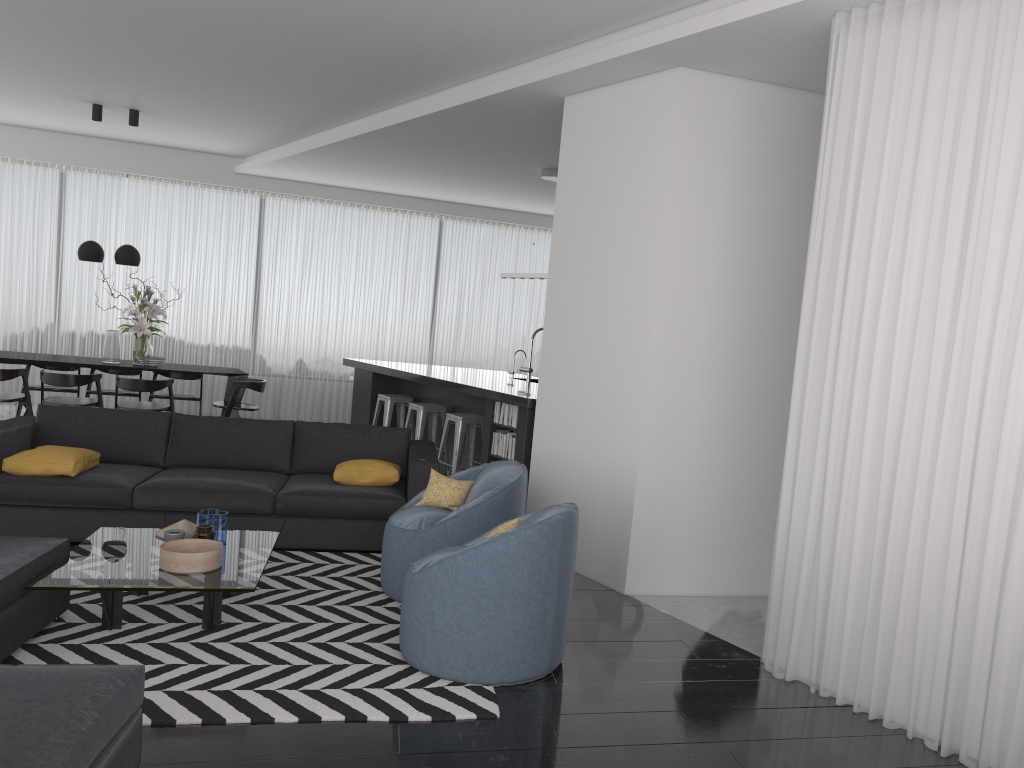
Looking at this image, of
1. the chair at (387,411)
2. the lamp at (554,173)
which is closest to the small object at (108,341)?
the chair at (387,411)

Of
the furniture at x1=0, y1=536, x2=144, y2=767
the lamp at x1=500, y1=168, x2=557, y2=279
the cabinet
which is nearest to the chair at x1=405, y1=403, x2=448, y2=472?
the cabinet

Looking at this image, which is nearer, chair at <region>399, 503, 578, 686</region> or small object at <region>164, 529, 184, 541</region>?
chair at <region>399, 503, 578, 686</region>

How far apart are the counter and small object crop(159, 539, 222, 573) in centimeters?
319cm

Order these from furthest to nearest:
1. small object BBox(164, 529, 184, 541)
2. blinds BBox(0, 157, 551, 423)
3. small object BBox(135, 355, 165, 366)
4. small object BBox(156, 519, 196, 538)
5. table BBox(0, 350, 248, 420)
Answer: blinds BBox(0, 157, 551, 423) → small object BBox(135, 355, 165, 366) → table BBox(0, 350, 248, 420) → small object BBox(156, 519, 196, 538) → small object BBox(164, 529, 184, 541)

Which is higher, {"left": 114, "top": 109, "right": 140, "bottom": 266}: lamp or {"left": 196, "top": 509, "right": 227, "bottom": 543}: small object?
{"left": 114, "top": 109, "right": 140, "bottom": 266}: lamp

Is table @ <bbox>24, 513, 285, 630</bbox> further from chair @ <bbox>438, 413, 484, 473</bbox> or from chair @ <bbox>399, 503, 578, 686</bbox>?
chair @ <bbox>438, 413, 484, 473</bbox>

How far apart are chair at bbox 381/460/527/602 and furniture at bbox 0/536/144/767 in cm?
151

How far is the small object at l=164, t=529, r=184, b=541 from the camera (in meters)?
4.12

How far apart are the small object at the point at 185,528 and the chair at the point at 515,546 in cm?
134
